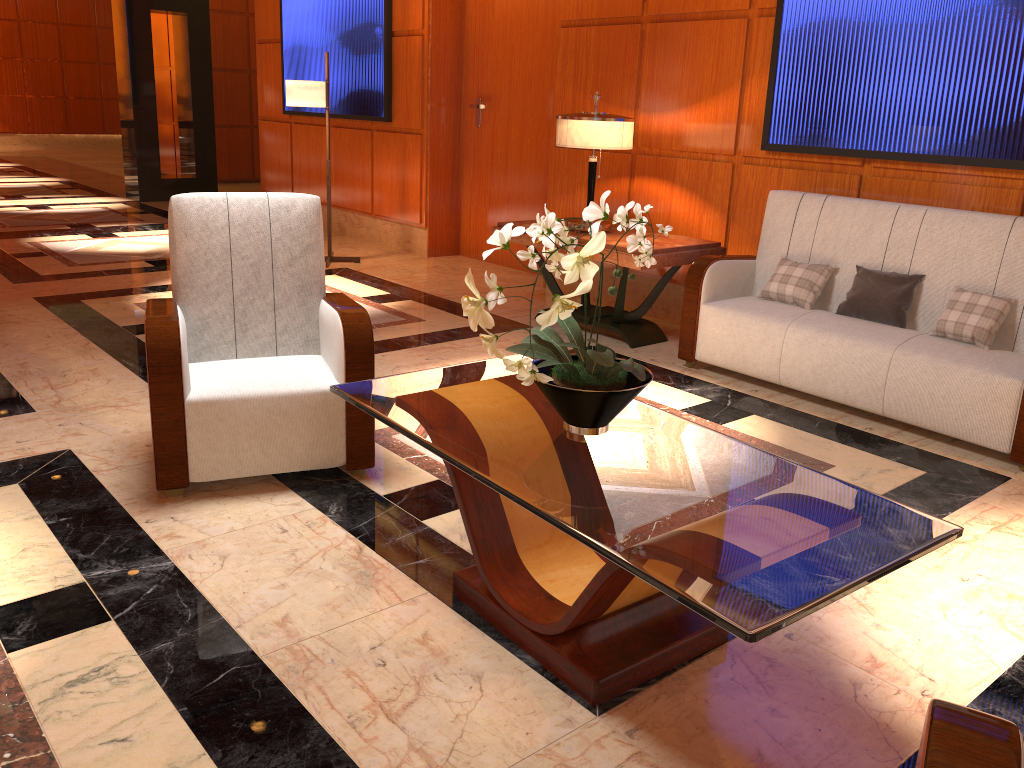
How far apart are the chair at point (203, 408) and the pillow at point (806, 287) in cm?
226

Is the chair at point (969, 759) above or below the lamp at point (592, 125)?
below

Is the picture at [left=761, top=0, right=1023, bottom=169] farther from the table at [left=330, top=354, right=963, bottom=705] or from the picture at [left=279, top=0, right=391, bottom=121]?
the picture at [left=279, top=0, right=391, bottom=121]

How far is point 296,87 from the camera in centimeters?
663cm

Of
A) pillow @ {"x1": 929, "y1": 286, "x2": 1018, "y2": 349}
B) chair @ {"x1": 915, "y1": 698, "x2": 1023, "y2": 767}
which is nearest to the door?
pillow @ {"x1": 929, "y1": 286, "x2": 1018, "y2": 349}

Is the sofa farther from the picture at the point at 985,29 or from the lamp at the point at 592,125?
the lamp at the point at 592,125

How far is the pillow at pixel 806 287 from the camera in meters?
4.4 m

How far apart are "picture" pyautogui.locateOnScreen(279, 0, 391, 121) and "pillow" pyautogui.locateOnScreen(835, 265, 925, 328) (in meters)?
4.72

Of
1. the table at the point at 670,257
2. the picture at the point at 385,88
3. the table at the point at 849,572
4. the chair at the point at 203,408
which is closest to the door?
the picture at the point at 385,88

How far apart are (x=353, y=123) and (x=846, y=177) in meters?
5.0
